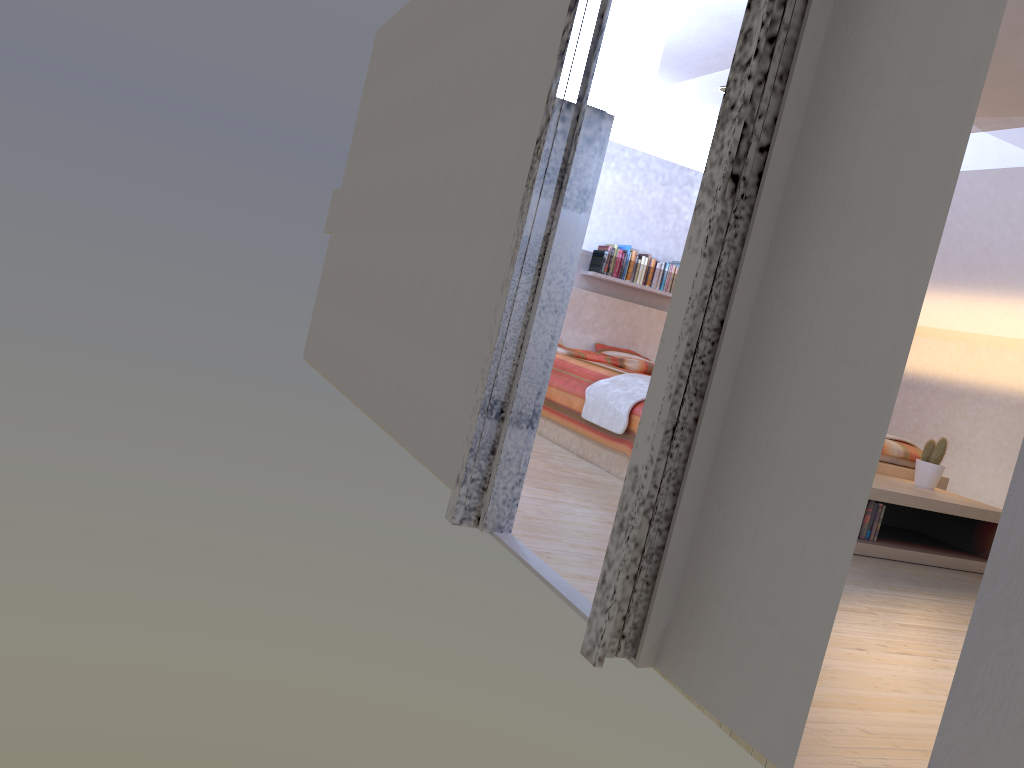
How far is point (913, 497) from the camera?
4.0 meters

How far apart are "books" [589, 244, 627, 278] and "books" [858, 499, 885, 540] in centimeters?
350cm

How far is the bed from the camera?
4.4m

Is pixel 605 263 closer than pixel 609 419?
No

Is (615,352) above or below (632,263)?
below

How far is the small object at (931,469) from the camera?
4.48m

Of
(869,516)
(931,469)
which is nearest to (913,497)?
(869,516)

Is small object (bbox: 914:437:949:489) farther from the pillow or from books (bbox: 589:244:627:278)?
books (bbox: 589:244:627:278)

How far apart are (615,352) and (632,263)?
0.73m

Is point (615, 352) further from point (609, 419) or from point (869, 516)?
point (869, 516)
